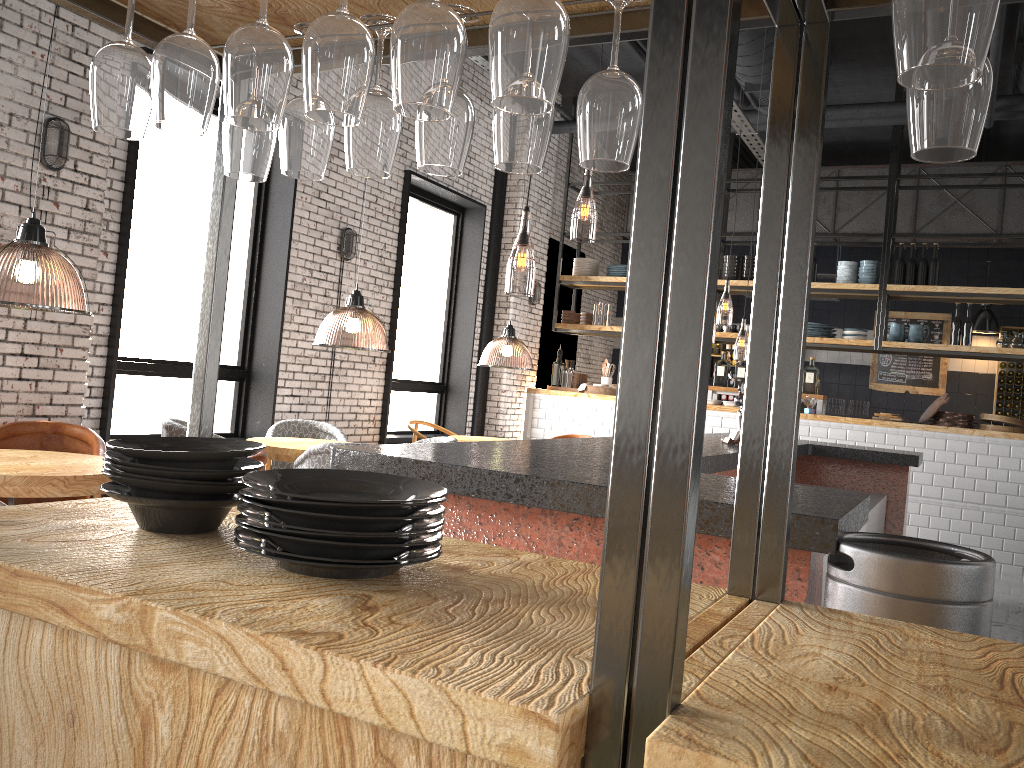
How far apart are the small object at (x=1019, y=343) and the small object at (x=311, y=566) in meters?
9.2 m

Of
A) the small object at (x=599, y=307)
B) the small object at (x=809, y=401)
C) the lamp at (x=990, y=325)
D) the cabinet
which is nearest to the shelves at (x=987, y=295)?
the small object at (x=599, y=307)

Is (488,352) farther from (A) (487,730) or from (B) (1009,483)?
(A) (487,730)

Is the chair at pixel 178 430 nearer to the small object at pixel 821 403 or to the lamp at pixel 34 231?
the lamp at pixel 34 231

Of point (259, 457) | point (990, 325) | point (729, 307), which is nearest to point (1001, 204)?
point (990, 325)

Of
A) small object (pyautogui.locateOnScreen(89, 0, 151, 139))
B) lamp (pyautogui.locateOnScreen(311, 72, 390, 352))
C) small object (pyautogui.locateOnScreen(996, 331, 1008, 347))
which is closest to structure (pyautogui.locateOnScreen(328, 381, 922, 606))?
small object (pyautogui.locateOnScreen(89, 0, 151, 139))

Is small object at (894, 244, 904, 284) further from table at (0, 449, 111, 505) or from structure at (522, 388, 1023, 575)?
table at (0, 449, 111, 505)

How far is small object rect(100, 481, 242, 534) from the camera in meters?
1.4 m

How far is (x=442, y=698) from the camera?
0.86m

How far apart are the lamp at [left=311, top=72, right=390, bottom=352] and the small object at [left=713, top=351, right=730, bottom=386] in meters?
3.7
